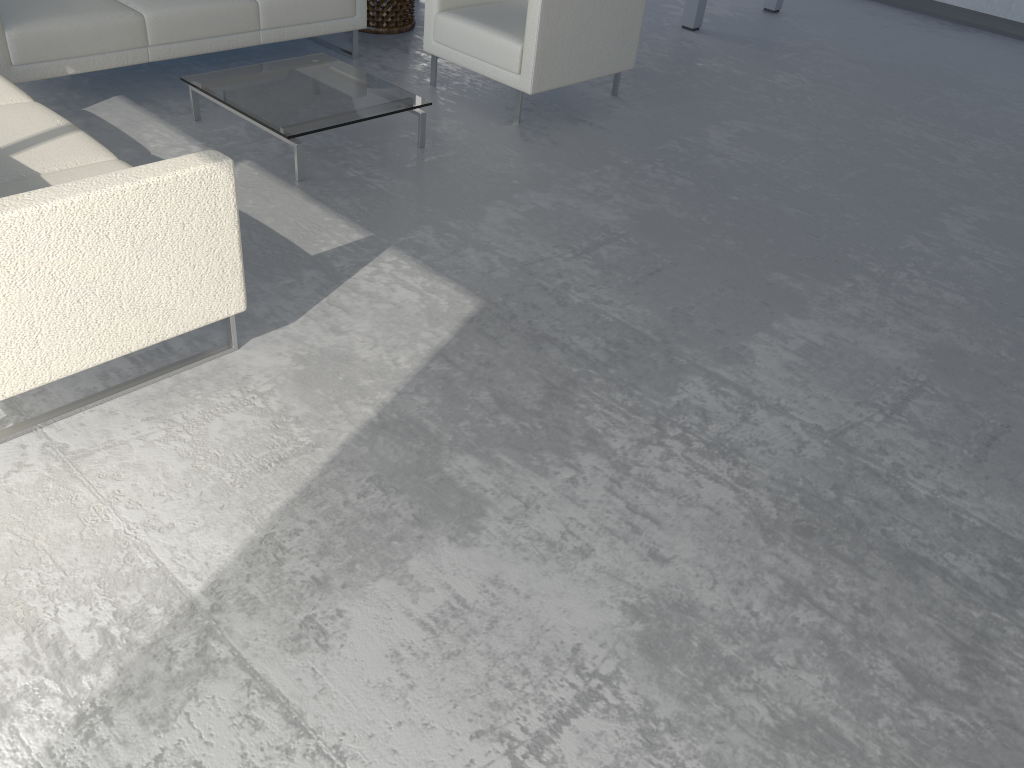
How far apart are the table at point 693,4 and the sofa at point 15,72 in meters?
2.4

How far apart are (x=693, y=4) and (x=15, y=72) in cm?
412

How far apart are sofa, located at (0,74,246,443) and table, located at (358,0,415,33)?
2.5m

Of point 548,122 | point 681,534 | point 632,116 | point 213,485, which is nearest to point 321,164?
point 548,122

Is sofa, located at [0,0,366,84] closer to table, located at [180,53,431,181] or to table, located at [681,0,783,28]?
table, located at [180,53,431,181]

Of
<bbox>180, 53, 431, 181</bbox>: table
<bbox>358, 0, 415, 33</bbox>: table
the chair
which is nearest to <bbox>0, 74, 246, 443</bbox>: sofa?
<bbox>180, 53, 431, 181</bbox>: table

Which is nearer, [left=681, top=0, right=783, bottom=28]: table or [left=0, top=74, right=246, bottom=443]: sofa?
[left=0, top=74, right=246, bottom=443]: sofa

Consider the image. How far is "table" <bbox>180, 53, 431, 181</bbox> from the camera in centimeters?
347cm

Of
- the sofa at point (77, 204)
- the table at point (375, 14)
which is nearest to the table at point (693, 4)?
the table at point (375, 14)

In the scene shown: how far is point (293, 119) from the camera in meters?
3.5 m
